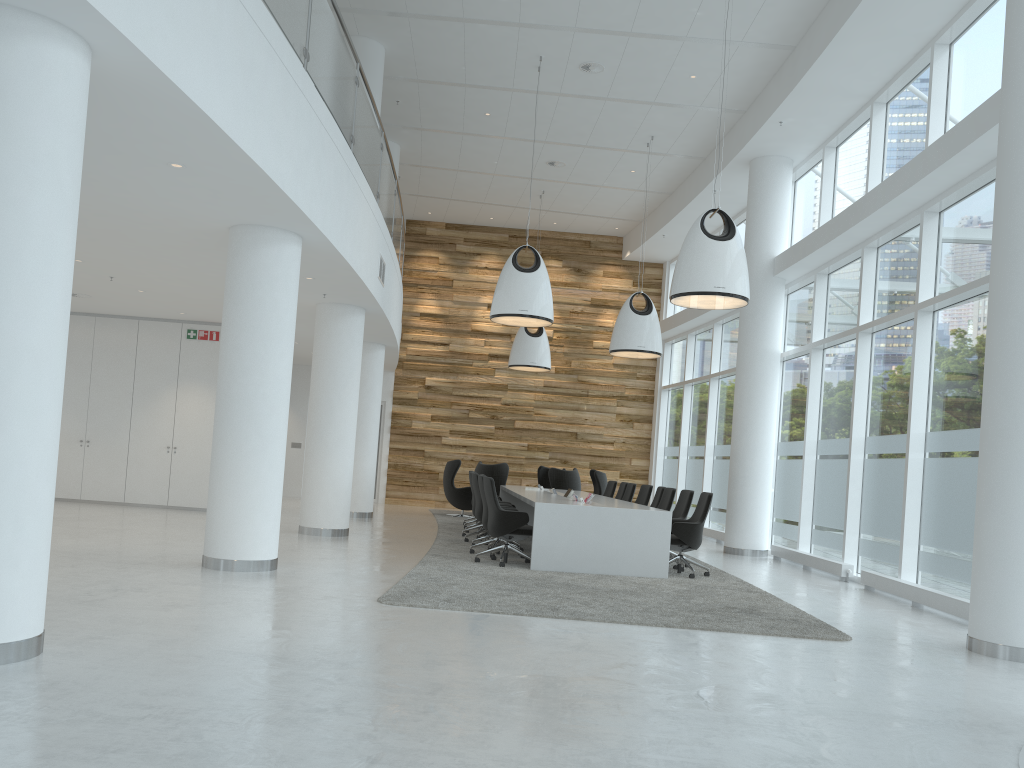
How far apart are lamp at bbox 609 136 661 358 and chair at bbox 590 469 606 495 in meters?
3.6 m

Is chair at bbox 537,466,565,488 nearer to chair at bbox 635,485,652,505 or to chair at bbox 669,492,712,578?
chair at bbox 635,485,652,505

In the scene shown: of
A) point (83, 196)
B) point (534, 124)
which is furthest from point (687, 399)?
point (83, 196)

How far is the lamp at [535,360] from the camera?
17.6 meters

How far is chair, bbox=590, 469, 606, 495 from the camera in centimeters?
1773cm

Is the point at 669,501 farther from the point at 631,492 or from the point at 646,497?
the point at 631,492

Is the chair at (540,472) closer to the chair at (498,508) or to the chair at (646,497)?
the chair at (646,497)

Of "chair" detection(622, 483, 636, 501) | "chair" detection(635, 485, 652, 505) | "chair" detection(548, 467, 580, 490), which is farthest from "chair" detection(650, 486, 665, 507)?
"chair" detection(548, 467, 580, 490)

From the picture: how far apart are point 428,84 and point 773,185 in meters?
5.5

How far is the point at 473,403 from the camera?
20.8 meters
